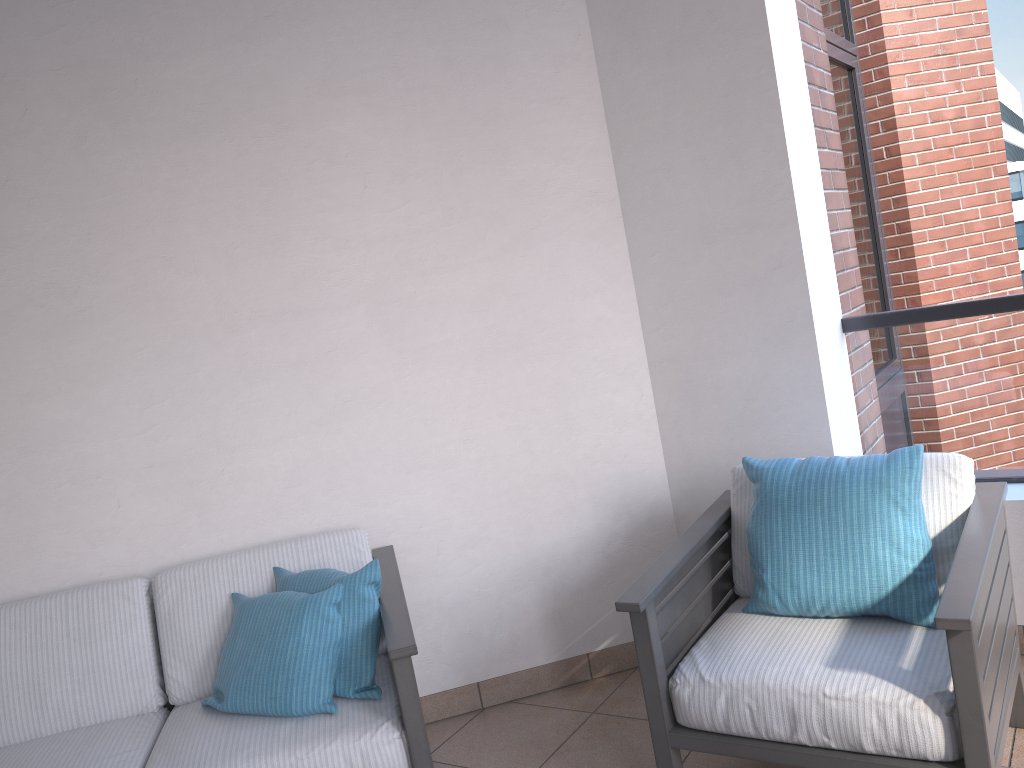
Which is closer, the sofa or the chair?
the chair

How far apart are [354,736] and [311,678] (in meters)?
0.20

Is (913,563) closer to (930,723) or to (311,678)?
(930,723)

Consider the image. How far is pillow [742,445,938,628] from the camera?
Result: 2.19m

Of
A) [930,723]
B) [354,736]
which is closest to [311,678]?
[354,736]

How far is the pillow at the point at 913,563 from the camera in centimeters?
219cm

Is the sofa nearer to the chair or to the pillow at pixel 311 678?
the pillow at pixel 311 678

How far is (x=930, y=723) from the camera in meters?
1.9

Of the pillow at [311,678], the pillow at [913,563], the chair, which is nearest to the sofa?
the pillow at [311,678]

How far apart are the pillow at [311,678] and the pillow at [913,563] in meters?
1.0 m
